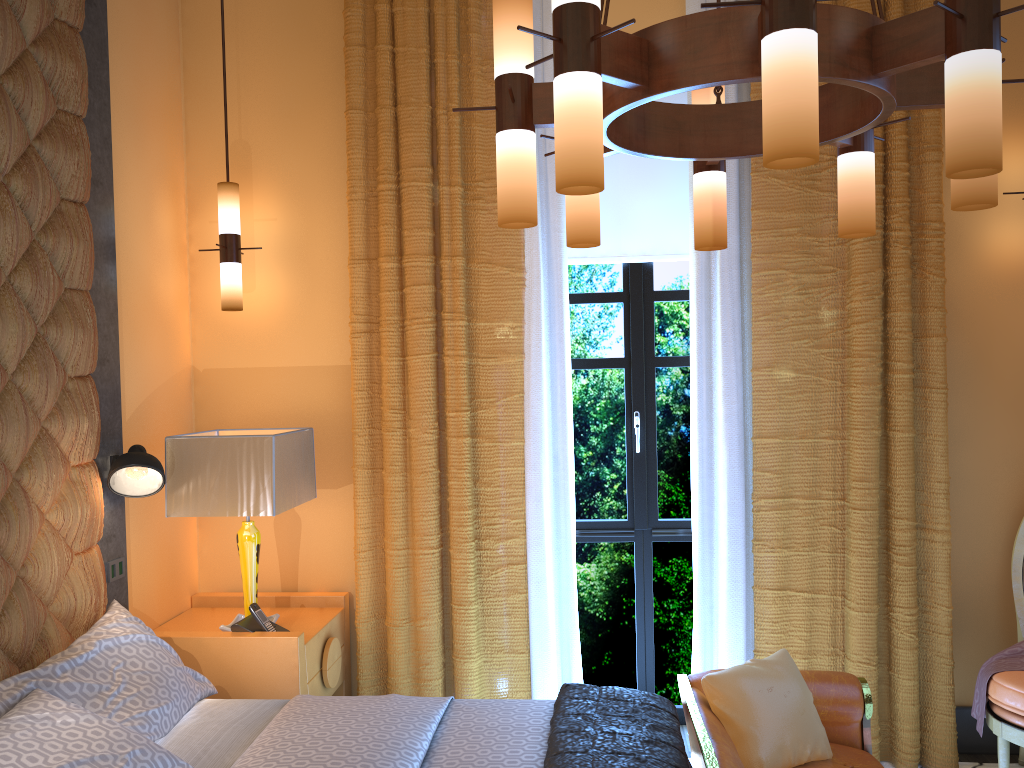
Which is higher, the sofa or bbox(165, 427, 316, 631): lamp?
bbox(165, 427, 316, 631): lamp

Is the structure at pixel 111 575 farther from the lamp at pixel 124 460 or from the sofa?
the sofa

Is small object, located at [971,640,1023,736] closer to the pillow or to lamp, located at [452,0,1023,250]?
the pillow

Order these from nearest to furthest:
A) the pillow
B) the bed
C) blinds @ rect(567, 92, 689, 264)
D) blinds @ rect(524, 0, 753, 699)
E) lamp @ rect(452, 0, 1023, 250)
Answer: lamp @ rect(452, 0, 1023, 250)
the bed
the pillow
blinds @ rect(524, 0, 753, 699)
blinds @ rect(567, 92, 689, 264)

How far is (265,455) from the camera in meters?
3.2 m

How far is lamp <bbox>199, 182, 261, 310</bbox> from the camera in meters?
3.7 m

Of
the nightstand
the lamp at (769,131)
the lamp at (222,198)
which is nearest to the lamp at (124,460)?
the nightstand

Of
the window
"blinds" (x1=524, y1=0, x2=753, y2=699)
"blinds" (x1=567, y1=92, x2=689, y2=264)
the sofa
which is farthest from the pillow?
"blinds" (x1=567, y1=92, x2=689, y2=264)

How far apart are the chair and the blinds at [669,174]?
1.77m

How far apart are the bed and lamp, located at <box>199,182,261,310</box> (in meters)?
1.28
